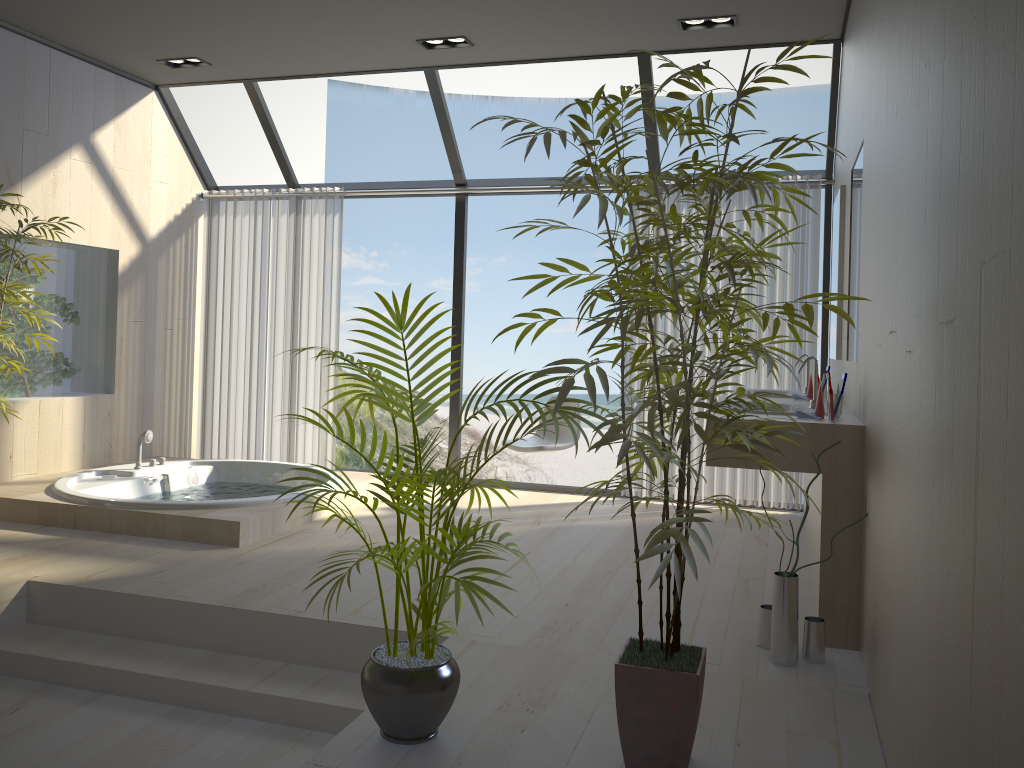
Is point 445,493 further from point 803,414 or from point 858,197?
point 858,197

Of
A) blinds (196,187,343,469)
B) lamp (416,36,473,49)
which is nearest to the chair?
blinds (196,187,343,469)

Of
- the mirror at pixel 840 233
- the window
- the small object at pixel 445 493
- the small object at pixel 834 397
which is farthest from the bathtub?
the mirror at pixel 840 233

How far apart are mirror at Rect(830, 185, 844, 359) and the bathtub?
2.87m

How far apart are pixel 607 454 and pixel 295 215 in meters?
10.7

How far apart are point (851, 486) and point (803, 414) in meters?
0.3

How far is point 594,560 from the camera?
4.2 meters

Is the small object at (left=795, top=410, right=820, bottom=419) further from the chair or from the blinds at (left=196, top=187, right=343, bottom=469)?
the blinds at (left=196, top=187, right=343, bottom=469)

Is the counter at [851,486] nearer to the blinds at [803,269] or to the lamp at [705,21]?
the blinds at [803,269]

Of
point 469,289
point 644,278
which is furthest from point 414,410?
point 469,289
